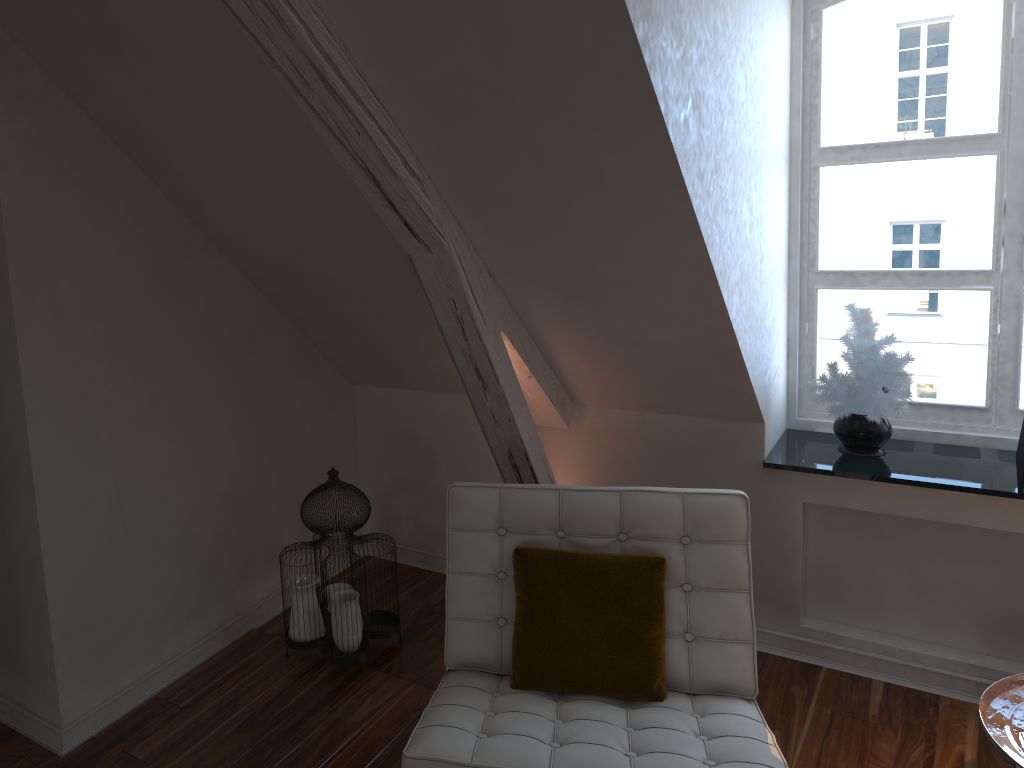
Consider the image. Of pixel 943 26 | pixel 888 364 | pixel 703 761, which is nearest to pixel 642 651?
pixel 703 761

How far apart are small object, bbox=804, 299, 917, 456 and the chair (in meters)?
0.69

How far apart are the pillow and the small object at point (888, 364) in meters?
0.9

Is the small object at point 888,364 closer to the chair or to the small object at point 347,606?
the chair

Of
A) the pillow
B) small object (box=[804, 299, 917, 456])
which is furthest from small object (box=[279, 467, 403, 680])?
small object (box=[804, 299, 917, 456])

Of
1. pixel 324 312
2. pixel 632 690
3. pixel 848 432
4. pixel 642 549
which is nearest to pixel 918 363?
pixel 848 432

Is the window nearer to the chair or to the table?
the table

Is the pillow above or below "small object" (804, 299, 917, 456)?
below

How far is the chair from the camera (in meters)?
1.64

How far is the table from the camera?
1.80m
